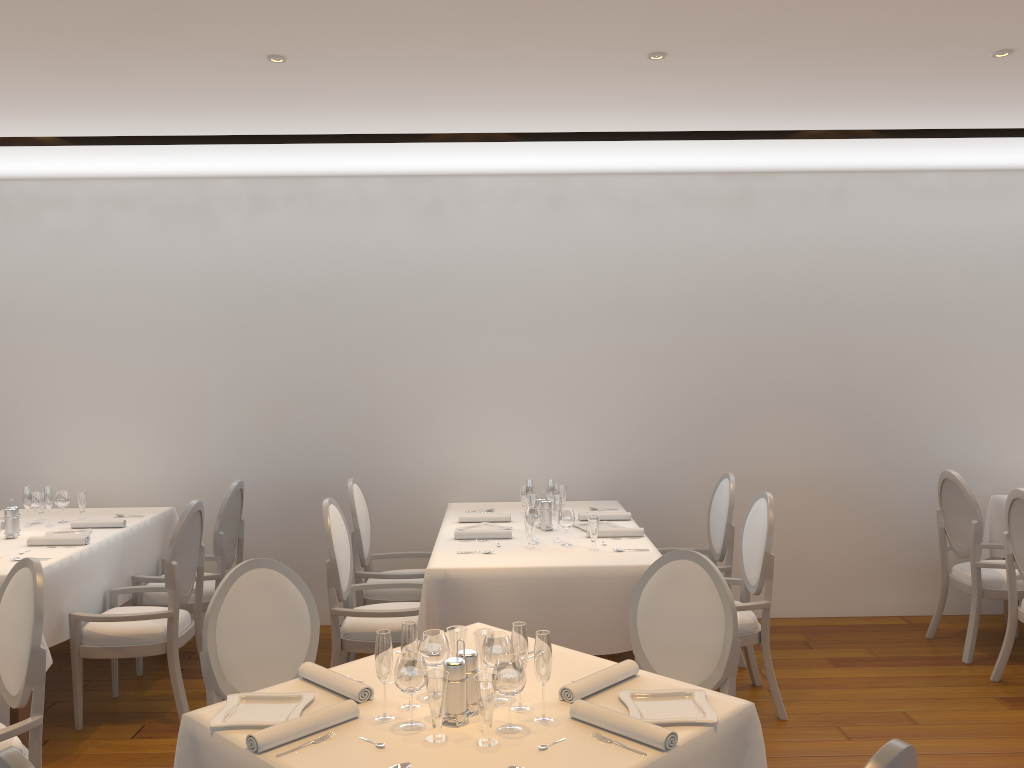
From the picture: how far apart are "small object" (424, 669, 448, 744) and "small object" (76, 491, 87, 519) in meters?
3.9 m

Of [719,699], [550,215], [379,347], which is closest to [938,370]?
[550,215]

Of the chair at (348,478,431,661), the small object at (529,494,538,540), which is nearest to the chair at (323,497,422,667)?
the chair at (348,478,431,661)

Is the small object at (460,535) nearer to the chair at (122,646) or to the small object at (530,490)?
the small object at (530,490)

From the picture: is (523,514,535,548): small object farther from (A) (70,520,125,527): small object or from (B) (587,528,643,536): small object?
(A) (70,520,125,527): small object

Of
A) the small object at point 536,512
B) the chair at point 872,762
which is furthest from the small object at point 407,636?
the small object at point 536,512

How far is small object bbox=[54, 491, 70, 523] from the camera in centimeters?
524cm

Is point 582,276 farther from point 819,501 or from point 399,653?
point 399,653

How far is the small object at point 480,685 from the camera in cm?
217

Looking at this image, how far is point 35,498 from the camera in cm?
522
